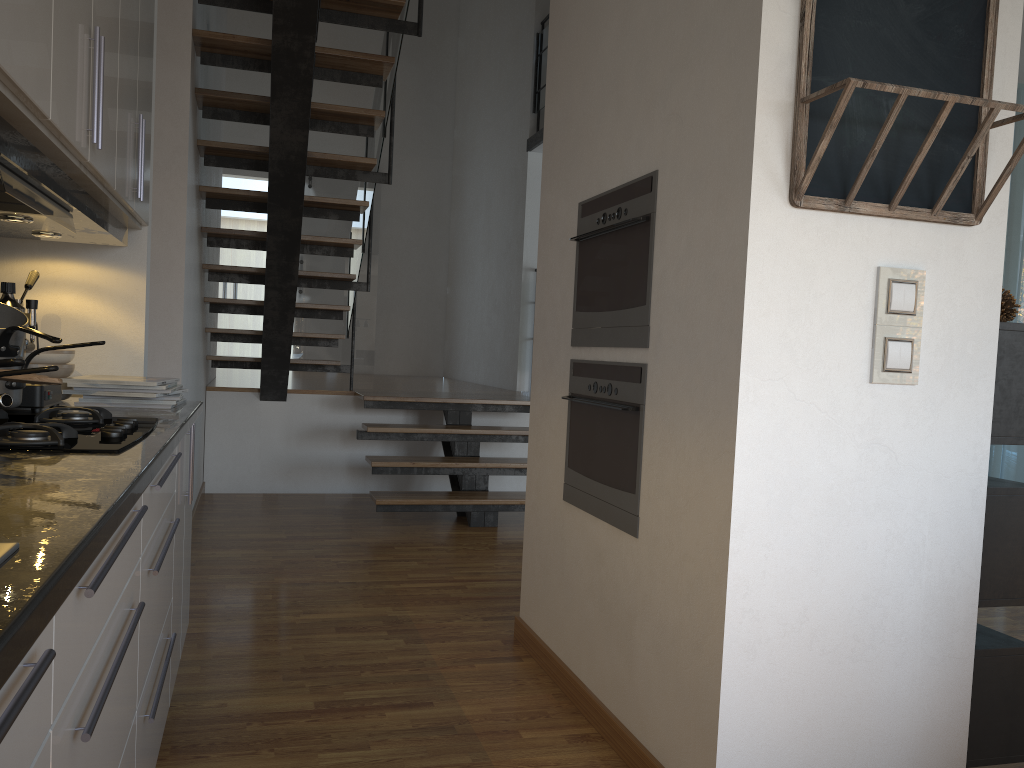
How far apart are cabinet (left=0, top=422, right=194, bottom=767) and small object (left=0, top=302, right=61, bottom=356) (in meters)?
0.33

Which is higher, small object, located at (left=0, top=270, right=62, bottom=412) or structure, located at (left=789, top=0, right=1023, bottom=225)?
→ structure, located at (left=789, top=0, right=1023, bottom=225)

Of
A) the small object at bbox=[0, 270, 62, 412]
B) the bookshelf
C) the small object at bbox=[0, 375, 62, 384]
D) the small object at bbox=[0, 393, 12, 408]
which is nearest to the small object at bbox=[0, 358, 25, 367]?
the small object at bbox=[0, 393, 12, 408]

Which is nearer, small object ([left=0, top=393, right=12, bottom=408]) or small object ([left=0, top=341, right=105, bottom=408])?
small object ([left=0, top=393, right=12, bottom=408])

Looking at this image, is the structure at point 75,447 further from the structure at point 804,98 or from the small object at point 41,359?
the structure at point 804,98

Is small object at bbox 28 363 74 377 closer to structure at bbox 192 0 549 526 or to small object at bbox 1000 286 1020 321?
structure at bbox 192 0 549 526

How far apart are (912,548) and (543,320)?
1.5 meters

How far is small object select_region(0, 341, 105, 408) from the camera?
1.9m

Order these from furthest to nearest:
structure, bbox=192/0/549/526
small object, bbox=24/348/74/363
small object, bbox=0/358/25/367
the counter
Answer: structure, bbox=192/0/549/526 → small object, bbox=24/348/74/363 → small object, bbox=0/358/25/367 → the counter

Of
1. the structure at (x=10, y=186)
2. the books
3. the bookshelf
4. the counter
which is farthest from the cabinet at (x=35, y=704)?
the bookshelf
